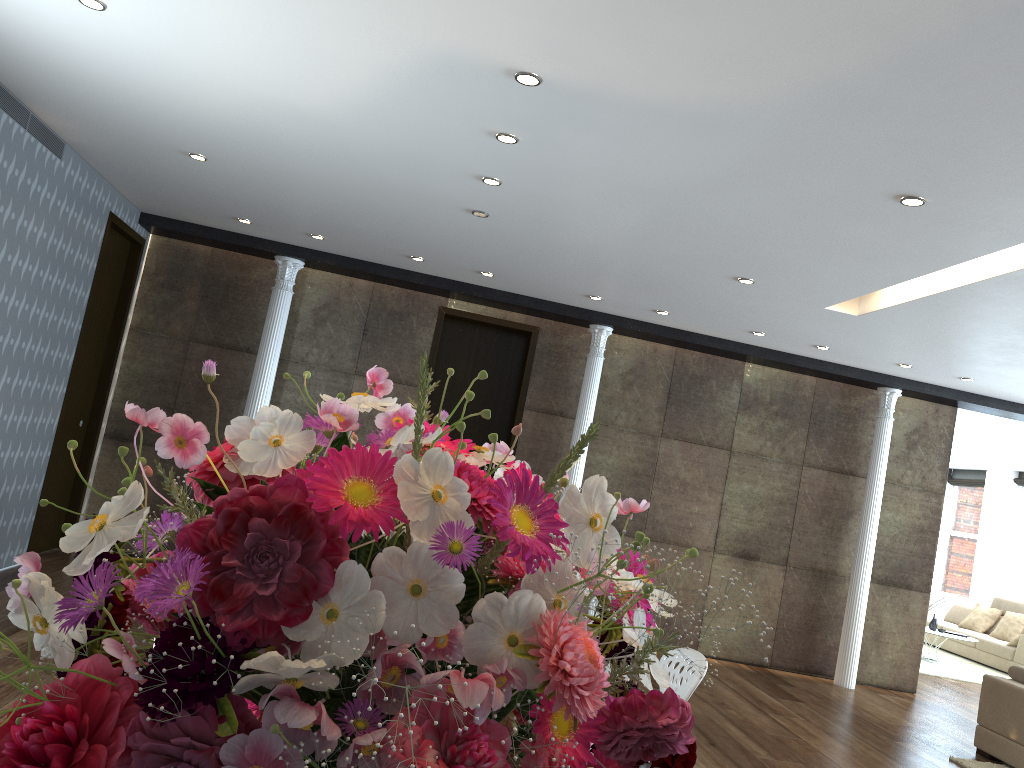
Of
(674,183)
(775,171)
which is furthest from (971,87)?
(674,183)

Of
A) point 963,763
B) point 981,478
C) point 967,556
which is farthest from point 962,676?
point 981,478

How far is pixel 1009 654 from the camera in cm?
1168

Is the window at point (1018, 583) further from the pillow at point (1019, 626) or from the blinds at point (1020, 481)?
the pillow at point (1019, 626)

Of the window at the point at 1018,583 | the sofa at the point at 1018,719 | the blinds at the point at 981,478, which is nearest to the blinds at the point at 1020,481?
the window at the point at 1018,583

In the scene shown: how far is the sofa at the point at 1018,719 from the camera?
6.2m

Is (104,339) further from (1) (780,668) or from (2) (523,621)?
(2) (523,621)

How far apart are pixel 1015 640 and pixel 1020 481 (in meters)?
3.80

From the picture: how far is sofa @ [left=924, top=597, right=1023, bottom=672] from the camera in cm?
1168

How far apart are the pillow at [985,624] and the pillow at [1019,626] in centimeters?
26cm
